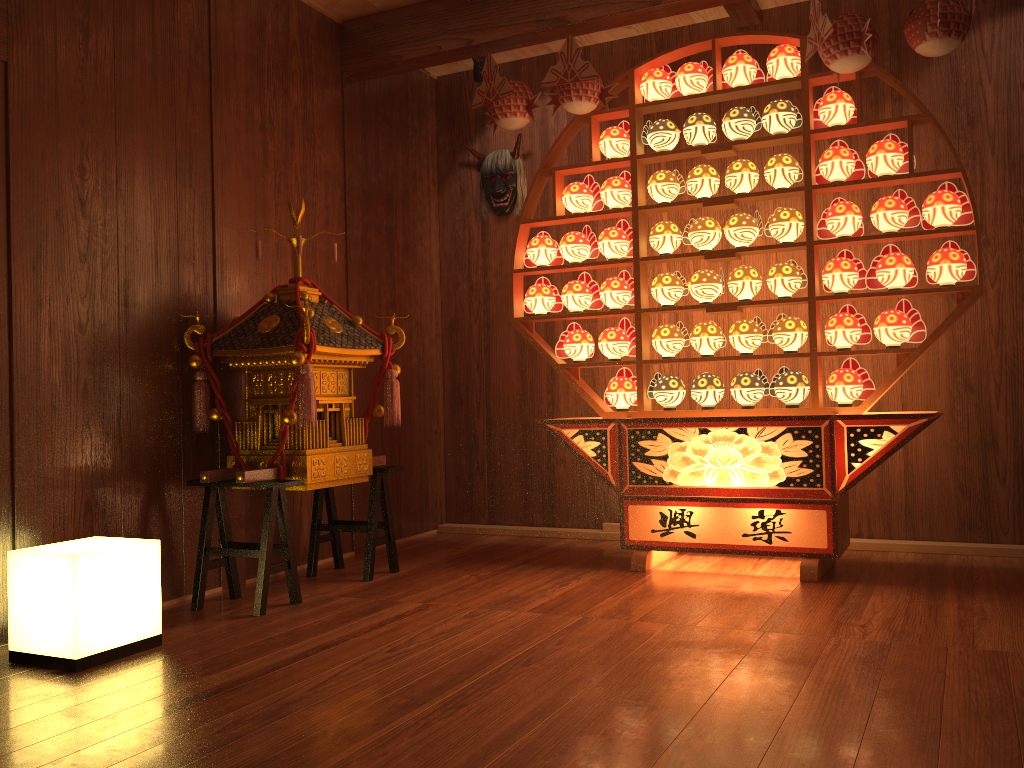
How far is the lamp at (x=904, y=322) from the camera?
3.28m

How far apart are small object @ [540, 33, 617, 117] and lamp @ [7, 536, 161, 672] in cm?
231

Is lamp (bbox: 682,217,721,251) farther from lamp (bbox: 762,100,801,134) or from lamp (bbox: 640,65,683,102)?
lamp (bbox: 640,65,683,102)

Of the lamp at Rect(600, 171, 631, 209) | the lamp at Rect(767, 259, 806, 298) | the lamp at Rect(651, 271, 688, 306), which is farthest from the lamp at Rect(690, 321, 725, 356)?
the lamp at Rect(600, 171, 631, 209)

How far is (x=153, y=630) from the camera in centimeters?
269cm

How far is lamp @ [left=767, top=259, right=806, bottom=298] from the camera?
3.47m

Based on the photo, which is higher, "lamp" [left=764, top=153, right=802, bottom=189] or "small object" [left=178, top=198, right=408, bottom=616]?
"lamp" [left=764, top=153, right=802, bottom=189]

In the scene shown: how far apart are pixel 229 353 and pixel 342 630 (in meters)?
1.16

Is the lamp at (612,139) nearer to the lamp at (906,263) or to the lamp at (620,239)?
the lamp at (620,239)

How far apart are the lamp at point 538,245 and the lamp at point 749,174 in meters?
0.8
